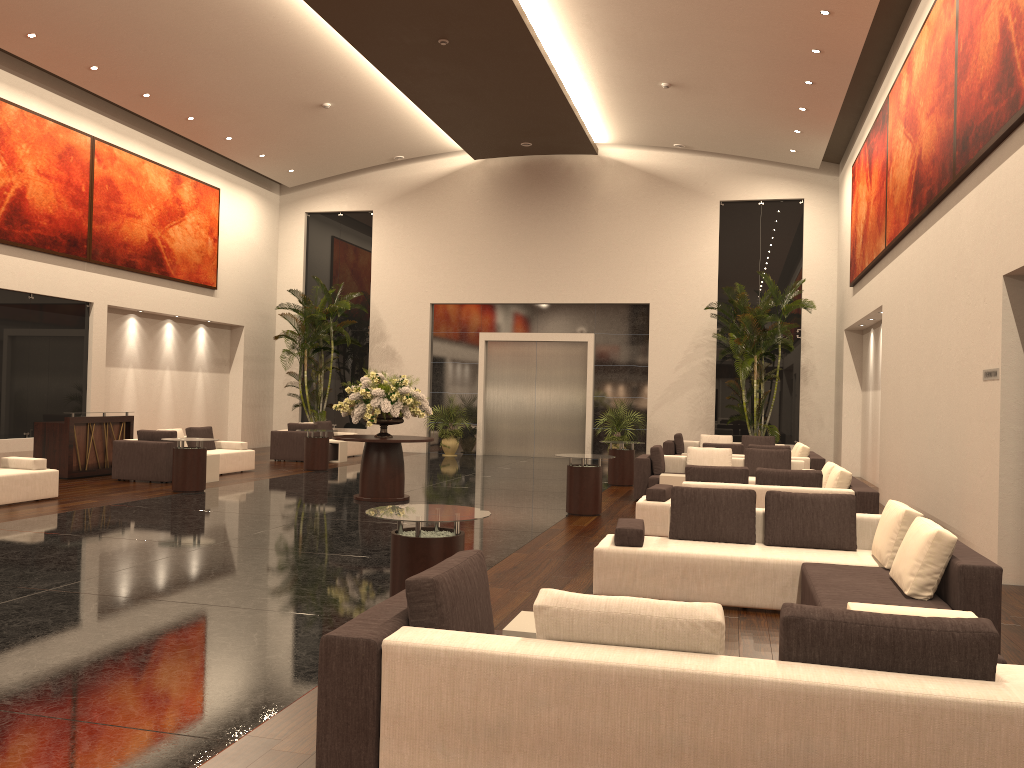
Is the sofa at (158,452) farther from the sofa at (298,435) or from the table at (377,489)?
the table at (377,489)

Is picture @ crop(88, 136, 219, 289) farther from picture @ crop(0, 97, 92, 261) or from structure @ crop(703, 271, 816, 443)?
structure @ crop(703, 271, 816, 443)

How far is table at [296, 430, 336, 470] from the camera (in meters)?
17.55

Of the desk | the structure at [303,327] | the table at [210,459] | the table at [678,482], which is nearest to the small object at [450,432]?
the structure at [303,327]

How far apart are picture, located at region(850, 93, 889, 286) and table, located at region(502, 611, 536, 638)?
11.8m

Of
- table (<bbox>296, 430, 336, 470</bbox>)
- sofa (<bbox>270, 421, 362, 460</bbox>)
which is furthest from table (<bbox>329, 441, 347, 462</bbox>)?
table (<bbox>296, 430, 336, 470</bbox>)

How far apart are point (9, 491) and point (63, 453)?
3.5m

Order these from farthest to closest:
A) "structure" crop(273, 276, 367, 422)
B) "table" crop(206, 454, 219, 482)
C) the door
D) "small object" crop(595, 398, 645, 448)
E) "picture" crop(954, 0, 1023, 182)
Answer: the door < "structure" crop(273, 276, 367, 422) < "small object" crop(595, 398, 645, 448) < "table" crop(206, 454, 219, 482) < "picture" crop(954, 0, 1023, 182)

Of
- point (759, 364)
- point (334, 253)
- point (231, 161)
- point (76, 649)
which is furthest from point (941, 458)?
point (231, 161)

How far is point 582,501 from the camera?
11.86m
